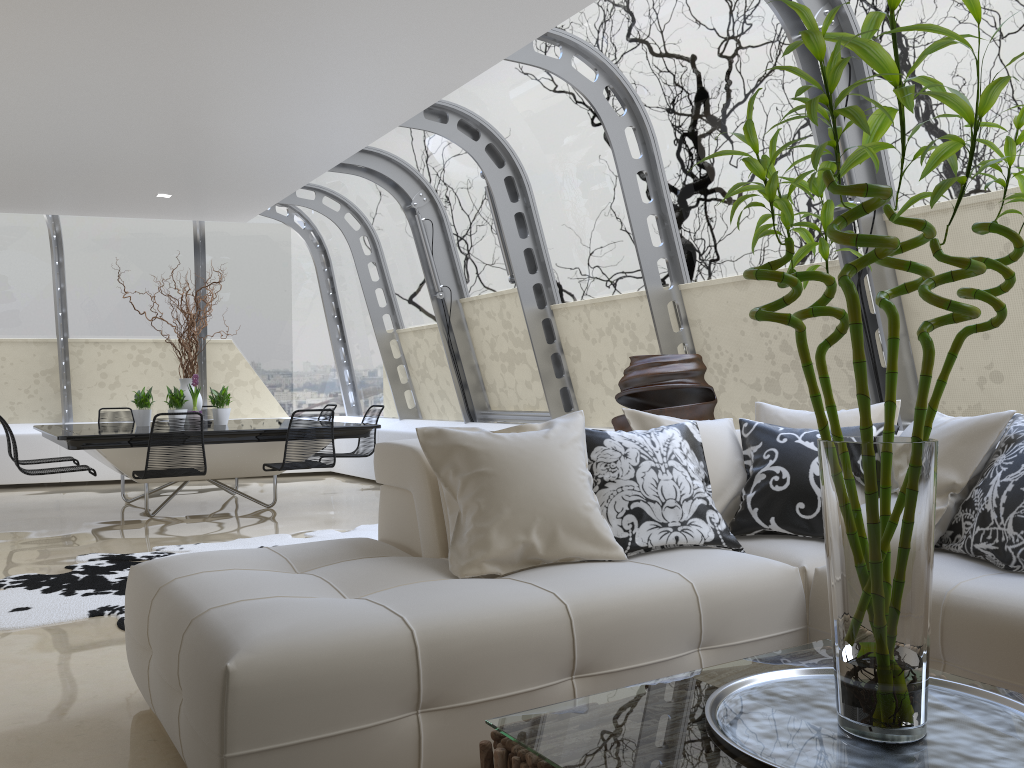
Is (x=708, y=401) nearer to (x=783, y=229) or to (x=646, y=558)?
(x=783, y=229)

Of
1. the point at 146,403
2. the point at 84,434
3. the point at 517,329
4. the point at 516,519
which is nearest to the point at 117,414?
the point at 146,403

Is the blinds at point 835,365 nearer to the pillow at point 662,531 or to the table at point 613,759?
the pillow at point 662,531

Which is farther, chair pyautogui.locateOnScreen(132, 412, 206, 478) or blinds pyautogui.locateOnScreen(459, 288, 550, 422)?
blinds pyautogui.locateOnScreen(459, 288, 550, 422)

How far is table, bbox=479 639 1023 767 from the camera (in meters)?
1.47

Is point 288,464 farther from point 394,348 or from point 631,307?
point 394,348

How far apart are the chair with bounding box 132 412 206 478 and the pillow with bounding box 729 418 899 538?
4.4m

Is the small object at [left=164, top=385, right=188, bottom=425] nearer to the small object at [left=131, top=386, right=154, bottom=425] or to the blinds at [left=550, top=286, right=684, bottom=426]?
the small object at [left=131, top=386, right=154, bottom=425]

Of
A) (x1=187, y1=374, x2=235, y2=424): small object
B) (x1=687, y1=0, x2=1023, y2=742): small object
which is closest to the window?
(x1=187, y1=374, x2=235, y2=424): small object

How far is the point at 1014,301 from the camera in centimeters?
415cm
